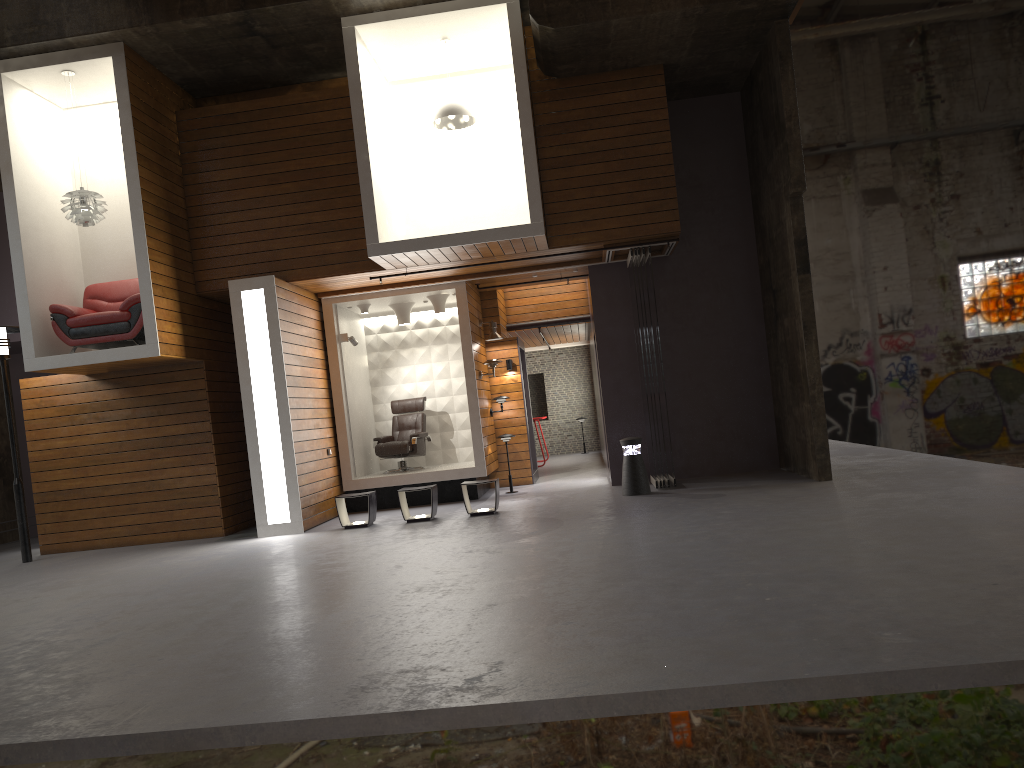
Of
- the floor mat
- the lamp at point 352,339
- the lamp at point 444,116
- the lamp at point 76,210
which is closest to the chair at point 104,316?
the lamp at point 76,210

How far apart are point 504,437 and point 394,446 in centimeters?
161cm

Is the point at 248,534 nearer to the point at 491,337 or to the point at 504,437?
the point at 504,437

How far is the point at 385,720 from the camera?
3.55m

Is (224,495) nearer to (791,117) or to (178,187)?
(178,187)

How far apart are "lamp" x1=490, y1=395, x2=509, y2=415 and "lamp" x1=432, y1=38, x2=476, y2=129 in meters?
4.2 m

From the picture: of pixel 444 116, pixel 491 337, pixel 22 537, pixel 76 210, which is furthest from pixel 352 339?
pixel 22 537

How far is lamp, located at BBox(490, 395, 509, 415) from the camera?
13.3m

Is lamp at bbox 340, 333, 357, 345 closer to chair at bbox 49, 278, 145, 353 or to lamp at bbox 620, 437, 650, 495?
chair at bbox 49, 278, 145, 353

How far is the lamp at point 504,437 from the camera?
12.62m
